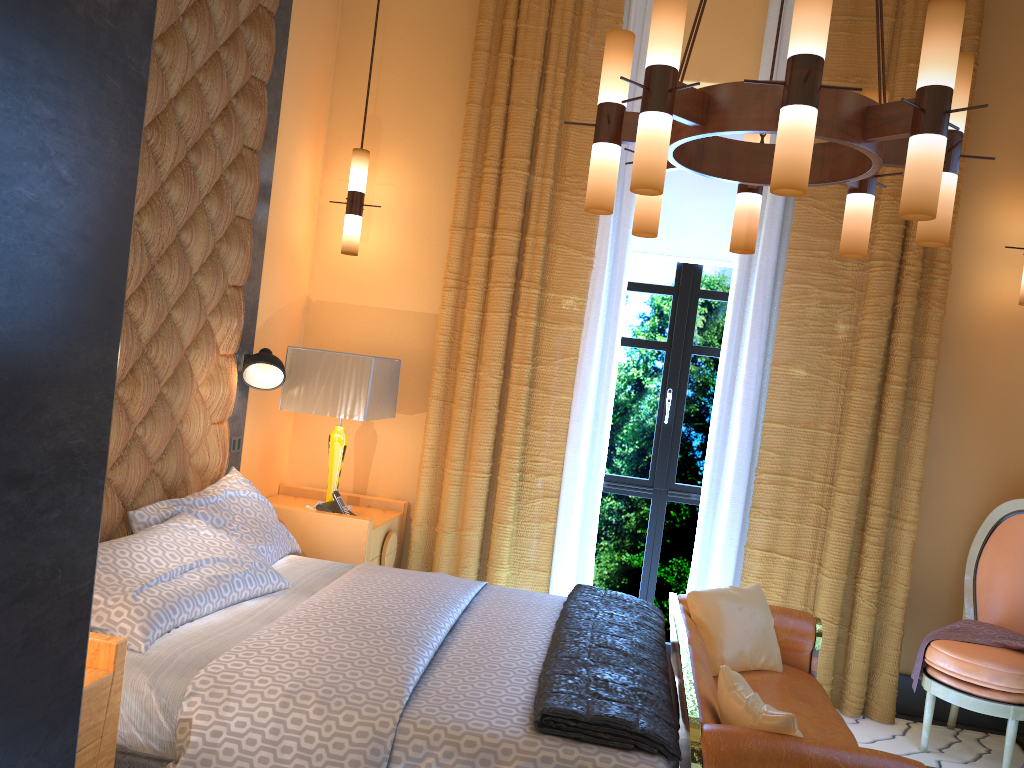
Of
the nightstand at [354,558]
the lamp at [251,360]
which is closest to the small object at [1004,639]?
the nightstand at [354,558]

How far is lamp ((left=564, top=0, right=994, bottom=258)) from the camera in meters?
2.1 m

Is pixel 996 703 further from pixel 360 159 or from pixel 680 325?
pixel 360 159

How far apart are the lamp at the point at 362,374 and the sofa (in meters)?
1.55

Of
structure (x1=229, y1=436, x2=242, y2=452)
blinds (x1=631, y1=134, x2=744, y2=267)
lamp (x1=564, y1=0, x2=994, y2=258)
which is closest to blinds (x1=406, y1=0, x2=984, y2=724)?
blinds (x1=631, y1=134, x2=744, y2=267)

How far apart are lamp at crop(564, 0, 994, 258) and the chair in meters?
1.9

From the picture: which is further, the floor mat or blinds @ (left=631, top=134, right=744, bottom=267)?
blinds @ (left=631, top=134, right=744, bottom=267)

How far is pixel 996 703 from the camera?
3.6m

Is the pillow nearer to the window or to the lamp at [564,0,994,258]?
the window

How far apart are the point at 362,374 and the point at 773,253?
2.1 meters
